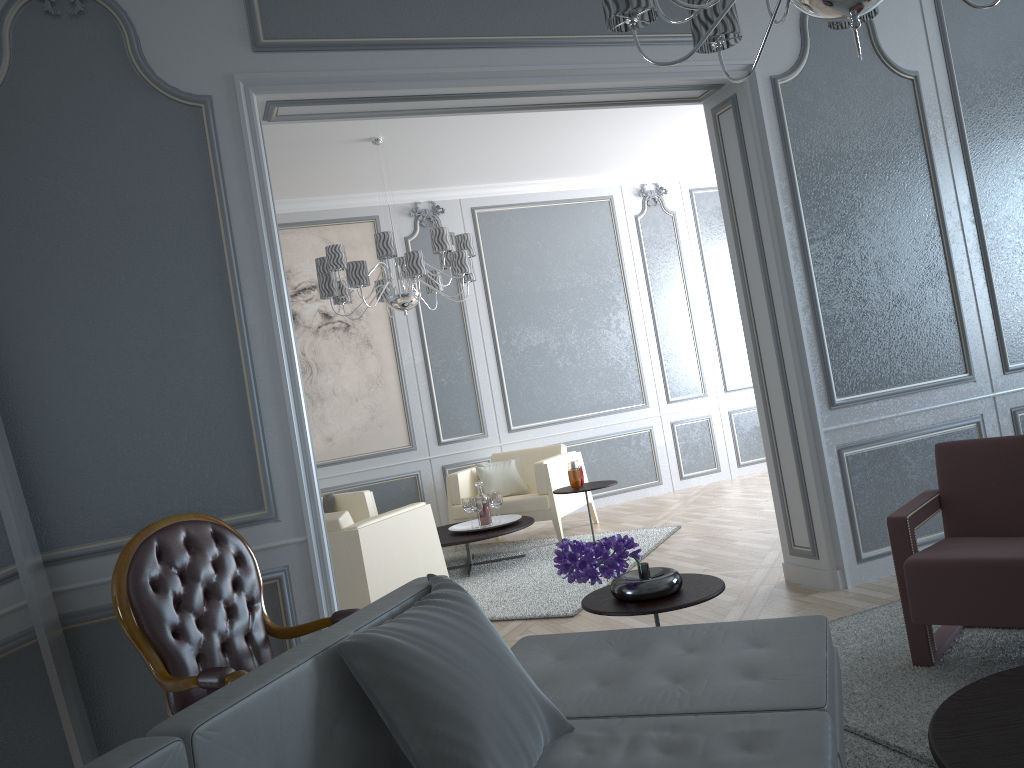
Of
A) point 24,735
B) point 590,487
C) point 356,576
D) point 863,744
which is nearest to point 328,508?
point 590,487

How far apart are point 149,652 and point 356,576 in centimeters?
164cm

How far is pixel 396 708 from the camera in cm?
136

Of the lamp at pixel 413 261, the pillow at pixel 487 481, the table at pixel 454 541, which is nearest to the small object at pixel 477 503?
the table at pixel 454 541

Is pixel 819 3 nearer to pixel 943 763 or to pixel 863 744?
pixel 943 763

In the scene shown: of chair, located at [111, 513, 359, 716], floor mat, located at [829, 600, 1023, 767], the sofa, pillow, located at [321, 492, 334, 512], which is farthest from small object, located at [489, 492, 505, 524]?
the sofa

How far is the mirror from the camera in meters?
2.0 m

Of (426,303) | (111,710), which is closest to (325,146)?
(426,303)

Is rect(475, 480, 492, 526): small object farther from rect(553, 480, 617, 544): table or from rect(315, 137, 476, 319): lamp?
rect(315, 137, 476, 319): lamp

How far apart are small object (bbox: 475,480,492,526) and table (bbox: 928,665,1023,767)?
3.84m
